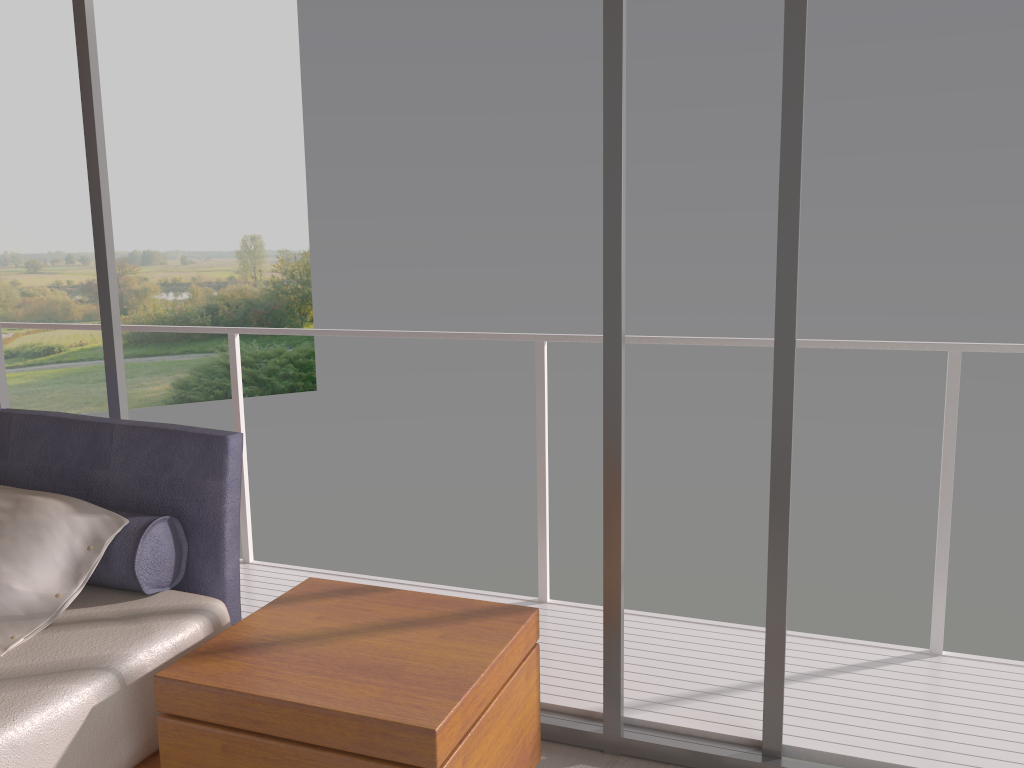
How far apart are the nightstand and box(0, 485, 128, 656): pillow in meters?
0.4 m

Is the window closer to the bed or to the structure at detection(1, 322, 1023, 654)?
the bed

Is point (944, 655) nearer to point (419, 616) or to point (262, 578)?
point (419, 616)

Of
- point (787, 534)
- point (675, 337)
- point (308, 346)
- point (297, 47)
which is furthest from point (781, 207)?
point (297, 47)

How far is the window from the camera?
2.1 meters

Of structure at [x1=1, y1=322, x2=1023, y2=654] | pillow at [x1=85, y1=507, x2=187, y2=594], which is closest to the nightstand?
pillow at [x1=85, y1=507, x2=187, y2=594]

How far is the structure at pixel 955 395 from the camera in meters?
2.7

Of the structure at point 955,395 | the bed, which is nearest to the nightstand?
the bed

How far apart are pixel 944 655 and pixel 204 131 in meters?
21.3 m

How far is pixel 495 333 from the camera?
3.23m
